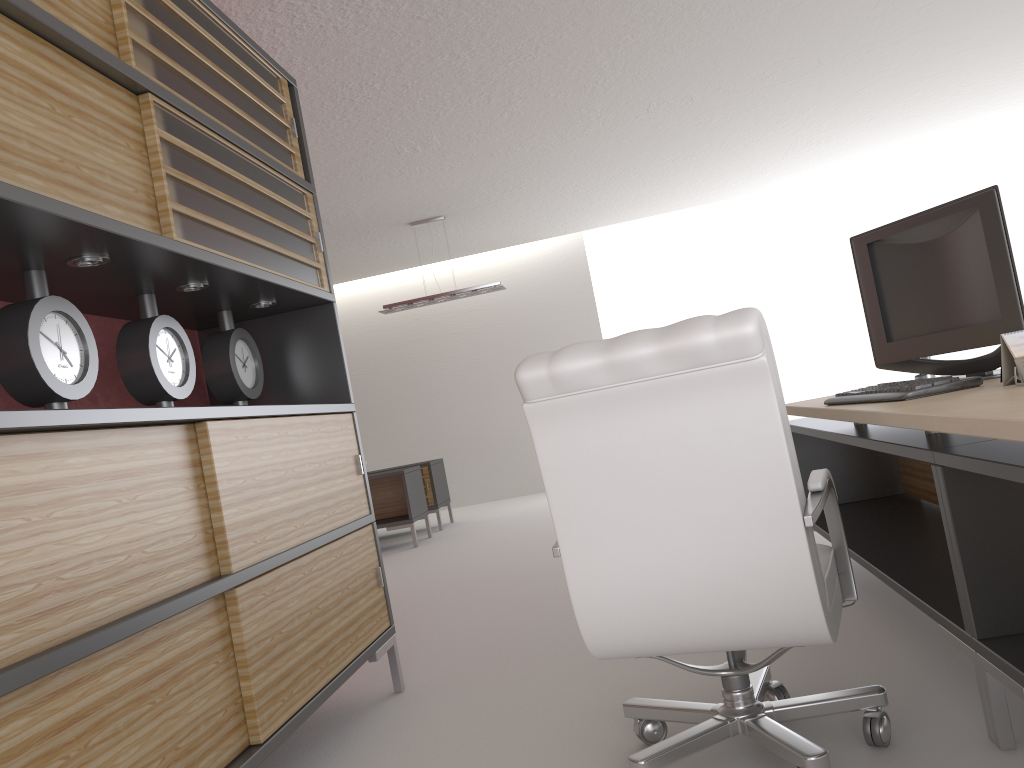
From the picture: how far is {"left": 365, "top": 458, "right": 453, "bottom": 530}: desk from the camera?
13.4 meters

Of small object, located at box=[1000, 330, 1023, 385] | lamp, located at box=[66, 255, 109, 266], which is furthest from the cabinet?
small object, located at box=[1000, 330, 1023, 385]

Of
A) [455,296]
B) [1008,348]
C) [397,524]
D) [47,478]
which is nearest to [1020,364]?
[1008,348]

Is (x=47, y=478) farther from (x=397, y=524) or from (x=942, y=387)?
(x=397, y=524)

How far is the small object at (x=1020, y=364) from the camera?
2.99m

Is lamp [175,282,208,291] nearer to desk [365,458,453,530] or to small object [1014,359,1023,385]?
small object [1014,359,1023,385]

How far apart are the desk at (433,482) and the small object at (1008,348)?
10.71m

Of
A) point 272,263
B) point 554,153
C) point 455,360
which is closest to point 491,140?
point 554,153

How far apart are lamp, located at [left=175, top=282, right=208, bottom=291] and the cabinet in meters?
0.1

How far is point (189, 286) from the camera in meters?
4.0
